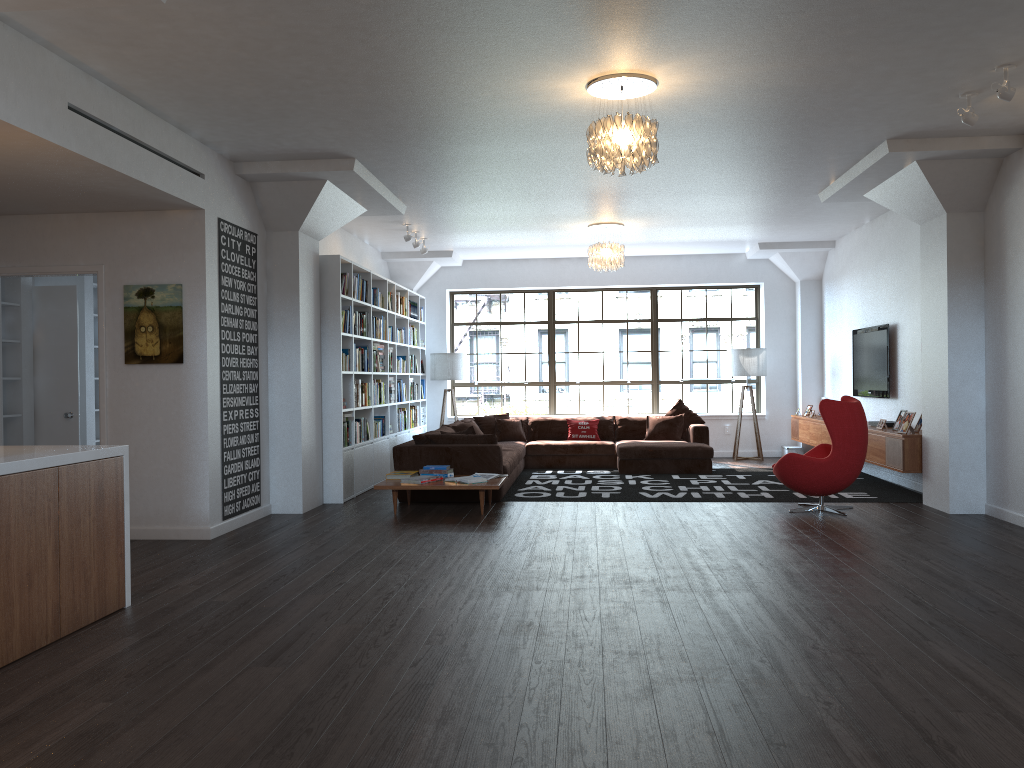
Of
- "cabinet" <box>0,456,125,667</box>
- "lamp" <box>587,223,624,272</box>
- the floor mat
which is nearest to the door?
"cabinet" <box>0,456,125,667</box>

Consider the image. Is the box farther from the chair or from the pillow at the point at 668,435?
the chair

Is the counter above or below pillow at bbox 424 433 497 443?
above

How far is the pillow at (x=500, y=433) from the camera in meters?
11.9

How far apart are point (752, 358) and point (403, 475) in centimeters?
616cm

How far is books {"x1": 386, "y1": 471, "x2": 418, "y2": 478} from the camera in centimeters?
821cm

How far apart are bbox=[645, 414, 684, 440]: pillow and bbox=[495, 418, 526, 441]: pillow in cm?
171

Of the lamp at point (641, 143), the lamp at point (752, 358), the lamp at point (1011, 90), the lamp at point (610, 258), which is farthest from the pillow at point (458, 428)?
the lamp at point (1011, 90)

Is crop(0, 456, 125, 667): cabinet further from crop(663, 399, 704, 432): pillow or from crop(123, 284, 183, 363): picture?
crop(663, 399, 704, 432): pillow

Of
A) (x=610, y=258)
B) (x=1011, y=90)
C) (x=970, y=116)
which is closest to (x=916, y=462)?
(x=970, y=116)
